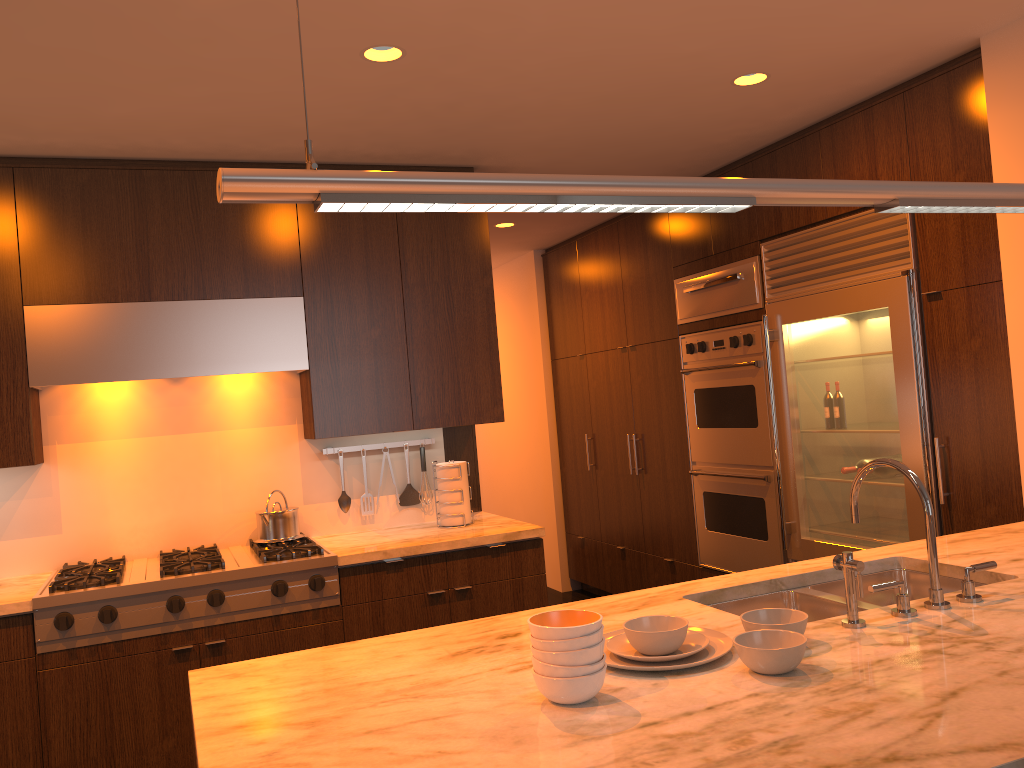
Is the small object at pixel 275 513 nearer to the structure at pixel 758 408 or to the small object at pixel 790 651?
the structure at pixel 758 408

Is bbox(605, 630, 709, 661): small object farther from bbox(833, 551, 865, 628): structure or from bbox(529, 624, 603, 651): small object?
bbox(833, 551, 865, 628): structure

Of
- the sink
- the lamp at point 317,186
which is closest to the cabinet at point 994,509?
the sink

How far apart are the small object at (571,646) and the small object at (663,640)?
0.2 meters

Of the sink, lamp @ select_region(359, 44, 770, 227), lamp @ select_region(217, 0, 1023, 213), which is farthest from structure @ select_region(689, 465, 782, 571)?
lamp @ select_region(217, 0, 1023, 213)

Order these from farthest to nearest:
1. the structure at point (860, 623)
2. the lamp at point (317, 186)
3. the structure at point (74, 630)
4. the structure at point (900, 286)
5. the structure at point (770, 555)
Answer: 1. the structure at point (770, 555)
2. the structure at point (900, 286)
3. the structure at point (74, 630)
4. the structure at point (860, 623)
5. the lamp at point (317, 186)

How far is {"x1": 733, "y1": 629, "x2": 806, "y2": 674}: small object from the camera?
1.64m

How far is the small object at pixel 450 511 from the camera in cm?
403

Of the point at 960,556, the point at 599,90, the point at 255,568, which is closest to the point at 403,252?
the point at 599,90

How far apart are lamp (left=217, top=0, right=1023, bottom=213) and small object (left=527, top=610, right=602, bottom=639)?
0.76m
